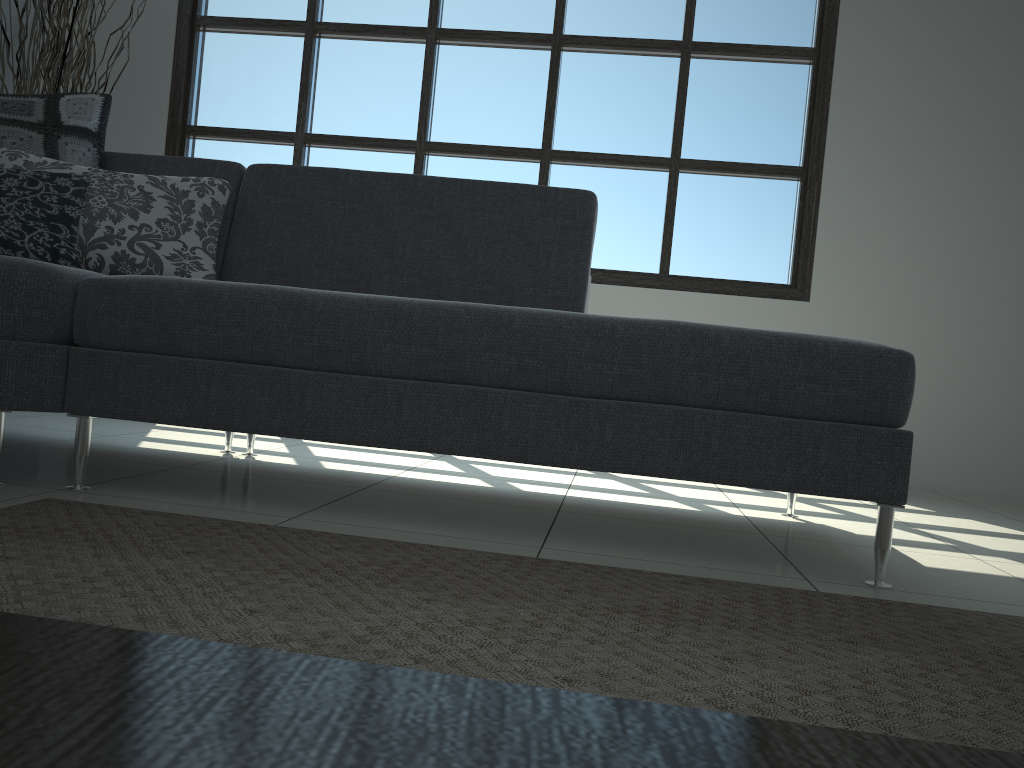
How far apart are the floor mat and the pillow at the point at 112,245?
0.8 meters

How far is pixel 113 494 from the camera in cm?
184

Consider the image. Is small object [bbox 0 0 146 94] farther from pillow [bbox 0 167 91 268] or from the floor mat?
the floor mat

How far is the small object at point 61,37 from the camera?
3.55m

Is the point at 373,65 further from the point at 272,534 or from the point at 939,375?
the point at 272,534

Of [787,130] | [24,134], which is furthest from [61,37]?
[787,130]

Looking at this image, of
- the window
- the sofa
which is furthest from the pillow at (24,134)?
the window

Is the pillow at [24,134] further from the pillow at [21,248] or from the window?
the window

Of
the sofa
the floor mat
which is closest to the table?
the floor mat

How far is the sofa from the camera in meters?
1.7
